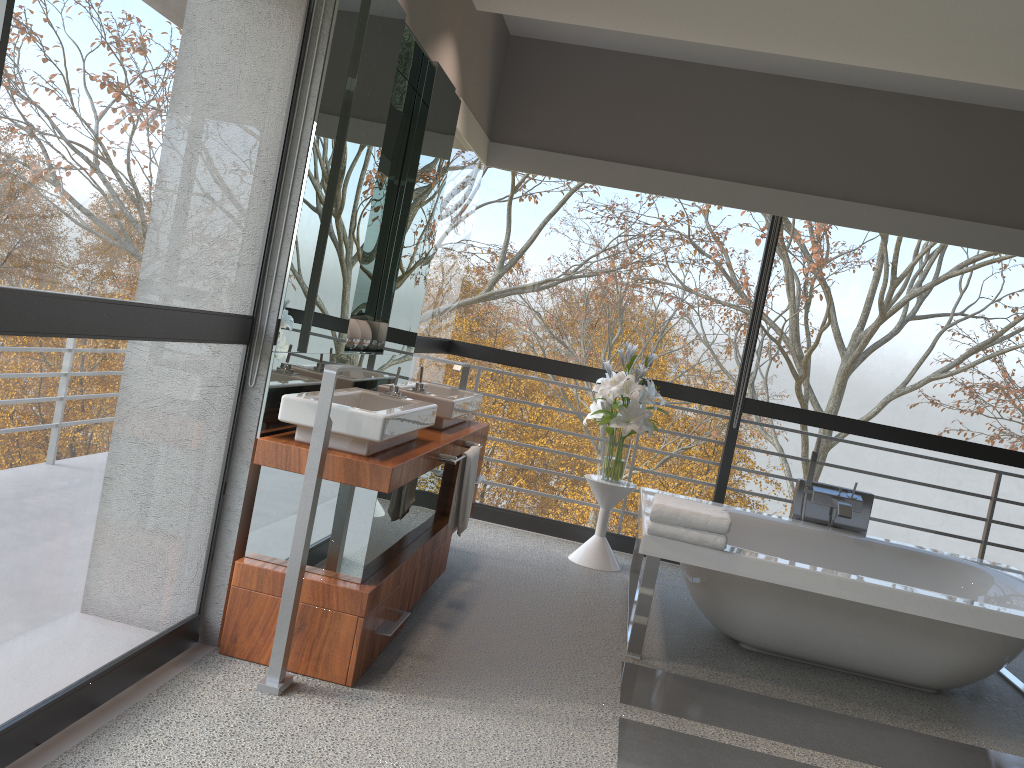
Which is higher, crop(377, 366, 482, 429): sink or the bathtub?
crop(377, 366, 482, 429): sink

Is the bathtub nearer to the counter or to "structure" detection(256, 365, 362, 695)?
the counter

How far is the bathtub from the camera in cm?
345

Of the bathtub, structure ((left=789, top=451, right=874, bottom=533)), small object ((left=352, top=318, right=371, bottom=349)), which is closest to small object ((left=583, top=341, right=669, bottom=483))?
the bathtub

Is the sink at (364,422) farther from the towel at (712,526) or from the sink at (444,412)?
the towel at (712,526)

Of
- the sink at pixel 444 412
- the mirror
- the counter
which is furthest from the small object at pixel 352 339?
the counter

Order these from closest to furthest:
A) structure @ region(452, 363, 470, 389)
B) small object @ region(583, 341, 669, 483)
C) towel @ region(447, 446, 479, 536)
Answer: towel @ region(447, 446, 479, 536) < structure @ region(452, 363, 470, 389) < small object @ region(583, 341, 669, 483)

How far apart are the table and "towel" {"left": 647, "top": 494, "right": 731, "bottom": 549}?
1.1m

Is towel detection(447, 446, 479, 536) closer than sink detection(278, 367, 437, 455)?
No

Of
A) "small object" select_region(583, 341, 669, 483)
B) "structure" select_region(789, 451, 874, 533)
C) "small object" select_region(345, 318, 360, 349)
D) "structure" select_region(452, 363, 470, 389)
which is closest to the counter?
"structure" select_region(452, 363, 470, 389)
